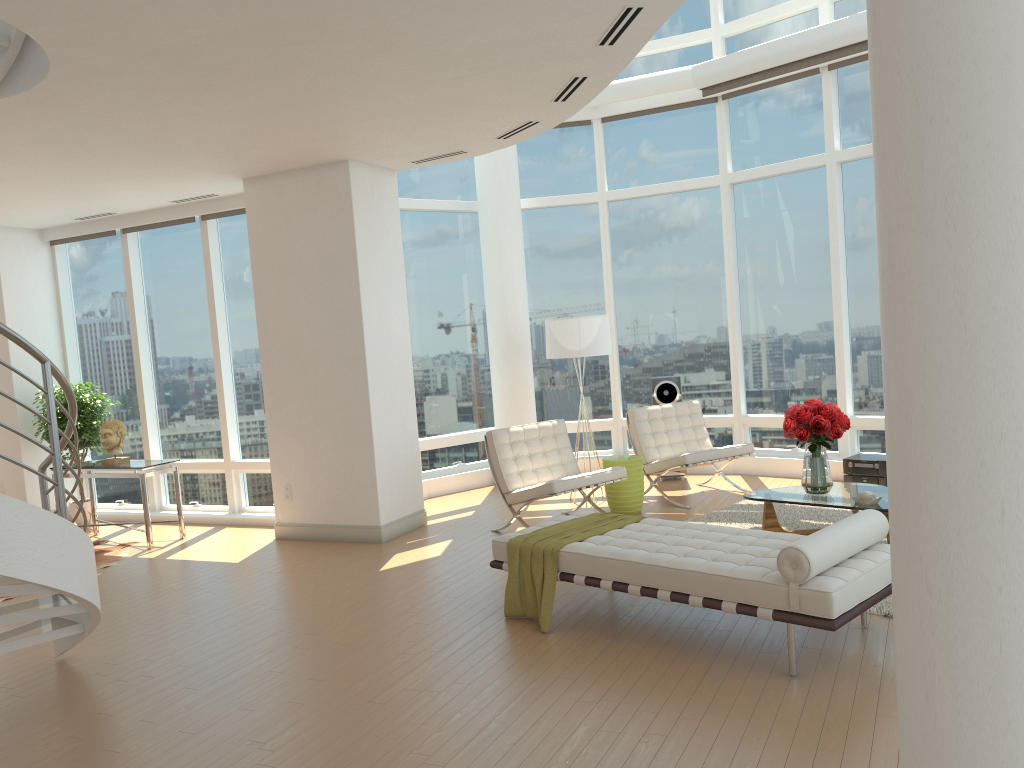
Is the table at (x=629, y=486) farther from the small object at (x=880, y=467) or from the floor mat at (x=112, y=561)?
the floor mat at (x=112, y=561)

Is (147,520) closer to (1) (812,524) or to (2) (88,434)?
(2) (88,434)

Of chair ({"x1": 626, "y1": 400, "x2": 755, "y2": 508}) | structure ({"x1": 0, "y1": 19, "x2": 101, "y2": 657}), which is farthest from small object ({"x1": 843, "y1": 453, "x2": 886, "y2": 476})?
structure ({"x1": 0, "y1": 19, "x2": 101, "y2": 657})

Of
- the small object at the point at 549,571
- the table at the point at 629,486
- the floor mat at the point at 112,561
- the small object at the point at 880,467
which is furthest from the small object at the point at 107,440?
the small object at the point at 880,467

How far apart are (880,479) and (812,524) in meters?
1.5

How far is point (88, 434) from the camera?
9.7 meters

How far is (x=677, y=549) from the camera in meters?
5.0 m

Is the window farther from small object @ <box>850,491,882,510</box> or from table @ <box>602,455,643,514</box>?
small object @ <box>850,491,882,510</box>

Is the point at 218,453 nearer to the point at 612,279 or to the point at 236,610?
the point at 236,610

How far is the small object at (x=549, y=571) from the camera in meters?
5.3
